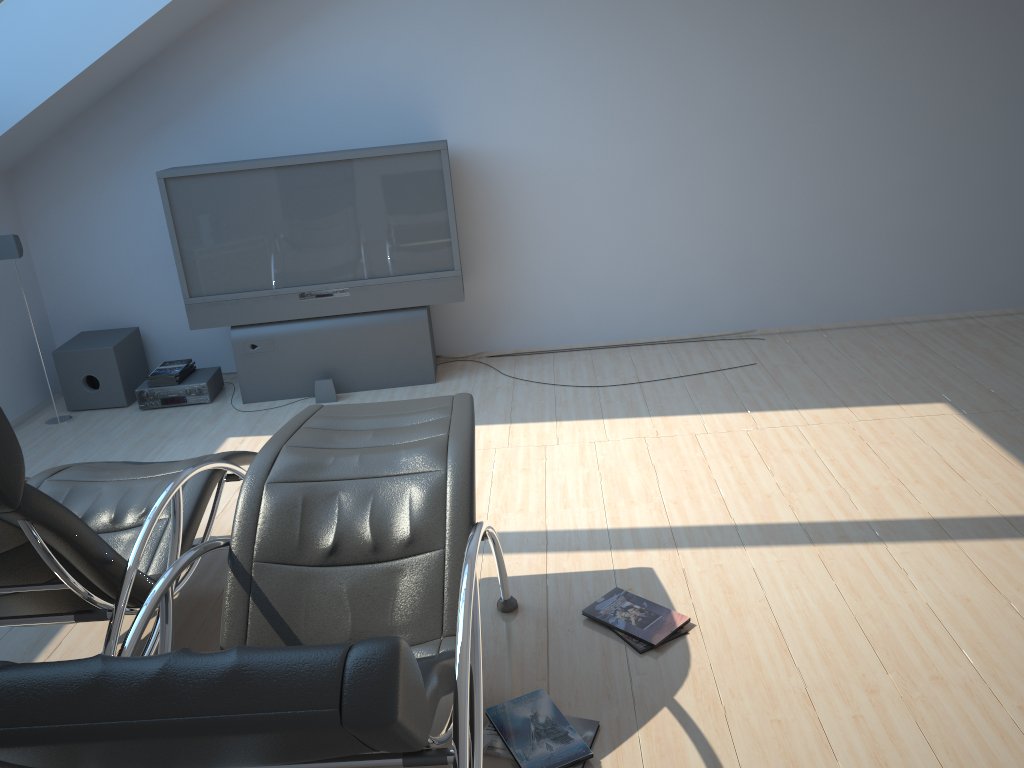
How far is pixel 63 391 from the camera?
5.7 meters

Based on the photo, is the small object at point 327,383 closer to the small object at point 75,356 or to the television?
the television

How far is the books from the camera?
2.39m

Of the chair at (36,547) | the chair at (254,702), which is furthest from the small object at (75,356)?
the chair at (254,702)

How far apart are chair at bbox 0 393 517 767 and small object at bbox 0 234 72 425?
3.0m

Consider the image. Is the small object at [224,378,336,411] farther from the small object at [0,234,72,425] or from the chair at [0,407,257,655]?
the chair at [0,407,257,655]

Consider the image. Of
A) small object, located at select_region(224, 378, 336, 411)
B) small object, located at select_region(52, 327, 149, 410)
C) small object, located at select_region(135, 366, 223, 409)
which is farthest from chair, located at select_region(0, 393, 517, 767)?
small object, located at select_region(52, 327, 149, 410)

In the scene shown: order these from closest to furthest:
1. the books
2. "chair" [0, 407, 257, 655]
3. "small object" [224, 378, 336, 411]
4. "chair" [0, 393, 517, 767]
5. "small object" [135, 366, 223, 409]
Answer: "chair" [0, 393, 517, 767] → "chair" [0, 407, 257, 655] → the books → "small object" [224, 378, 336, 411] → "small object" [135, 366, 223, 409]

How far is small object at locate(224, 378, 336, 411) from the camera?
5.39m

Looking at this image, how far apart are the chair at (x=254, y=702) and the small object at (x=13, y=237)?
3.04m
